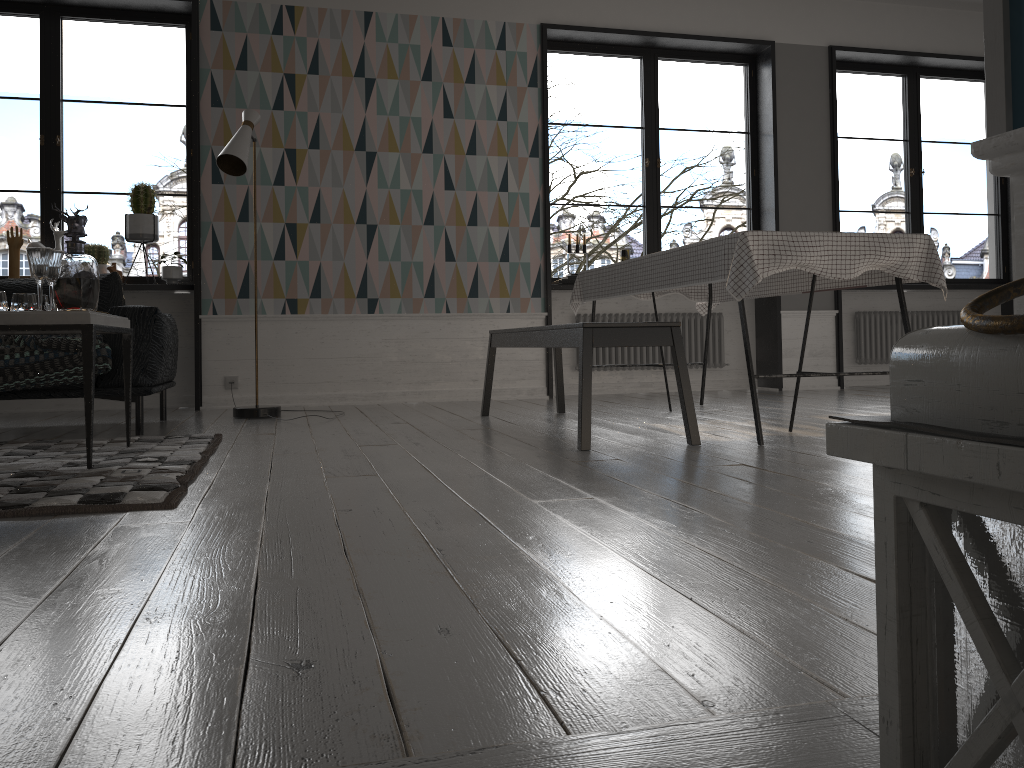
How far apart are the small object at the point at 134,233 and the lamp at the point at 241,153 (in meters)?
0.97

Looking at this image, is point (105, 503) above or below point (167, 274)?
below

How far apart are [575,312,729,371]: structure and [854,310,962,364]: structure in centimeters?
120cm

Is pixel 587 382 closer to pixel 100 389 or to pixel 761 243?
pixel 761 243

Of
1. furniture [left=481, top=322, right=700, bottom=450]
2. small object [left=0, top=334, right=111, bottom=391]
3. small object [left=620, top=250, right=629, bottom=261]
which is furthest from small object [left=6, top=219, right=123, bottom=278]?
small object [left=620, top=250, right=629, bottom=261]

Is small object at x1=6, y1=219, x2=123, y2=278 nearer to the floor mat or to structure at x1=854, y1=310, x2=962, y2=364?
the floor mat

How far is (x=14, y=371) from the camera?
3.8m

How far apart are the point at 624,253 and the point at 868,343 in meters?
2.2 m

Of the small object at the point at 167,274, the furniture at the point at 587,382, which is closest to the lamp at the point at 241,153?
the small object at the point at 167,274

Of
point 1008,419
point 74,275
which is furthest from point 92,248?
point 1008,419
